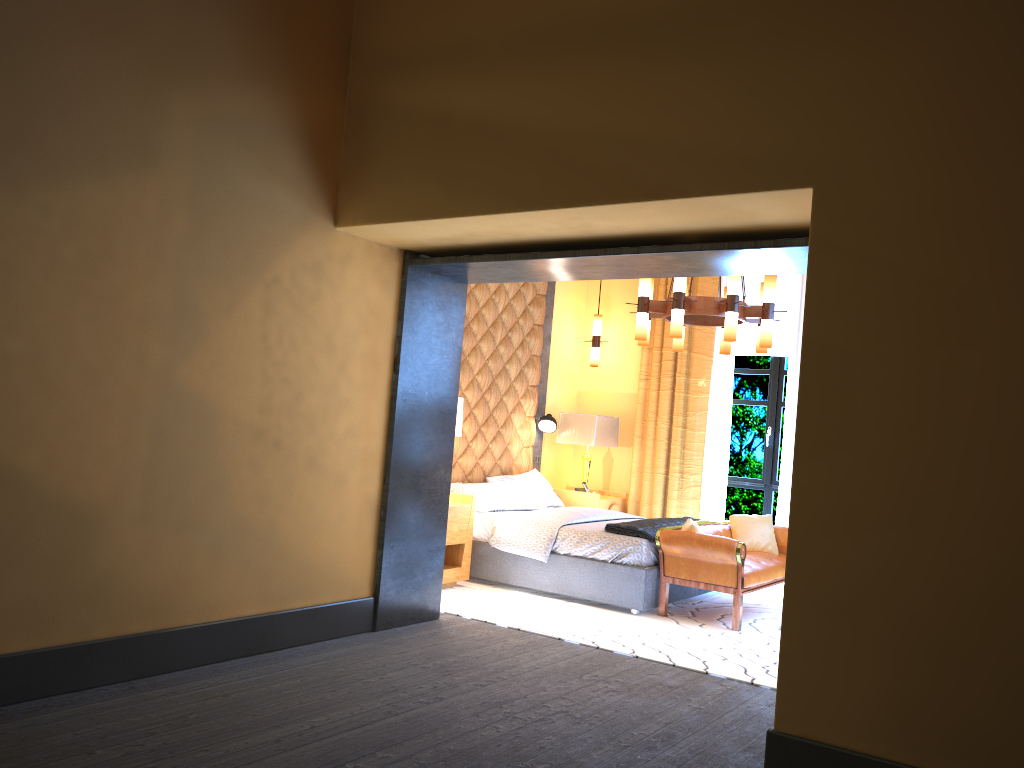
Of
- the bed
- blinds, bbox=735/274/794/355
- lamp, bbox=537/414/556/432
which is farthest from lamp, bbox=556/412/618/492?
blinds, bbox=735/274/794/355

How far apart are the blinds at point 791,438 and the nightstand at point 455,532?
2.63m

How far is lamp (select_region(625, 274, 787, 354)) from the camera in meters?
6.1

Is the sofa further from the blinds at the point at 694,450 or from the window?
the window

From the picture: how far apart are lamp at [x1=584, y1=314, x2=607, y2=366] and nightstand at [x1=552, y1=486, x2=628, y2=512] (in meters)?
1.32

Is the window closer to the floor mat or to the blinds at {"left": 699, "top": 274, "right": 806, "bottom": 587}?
the blinds at {"left": 699, "top": 274, "right": 806, "bottom": 587}

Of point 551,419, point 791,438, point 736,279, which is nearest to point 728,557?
point 736,279

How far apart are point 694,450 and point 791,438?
0.90m

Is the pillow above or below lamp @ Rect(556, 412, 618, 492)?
below

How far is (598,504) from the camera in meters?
8.3
